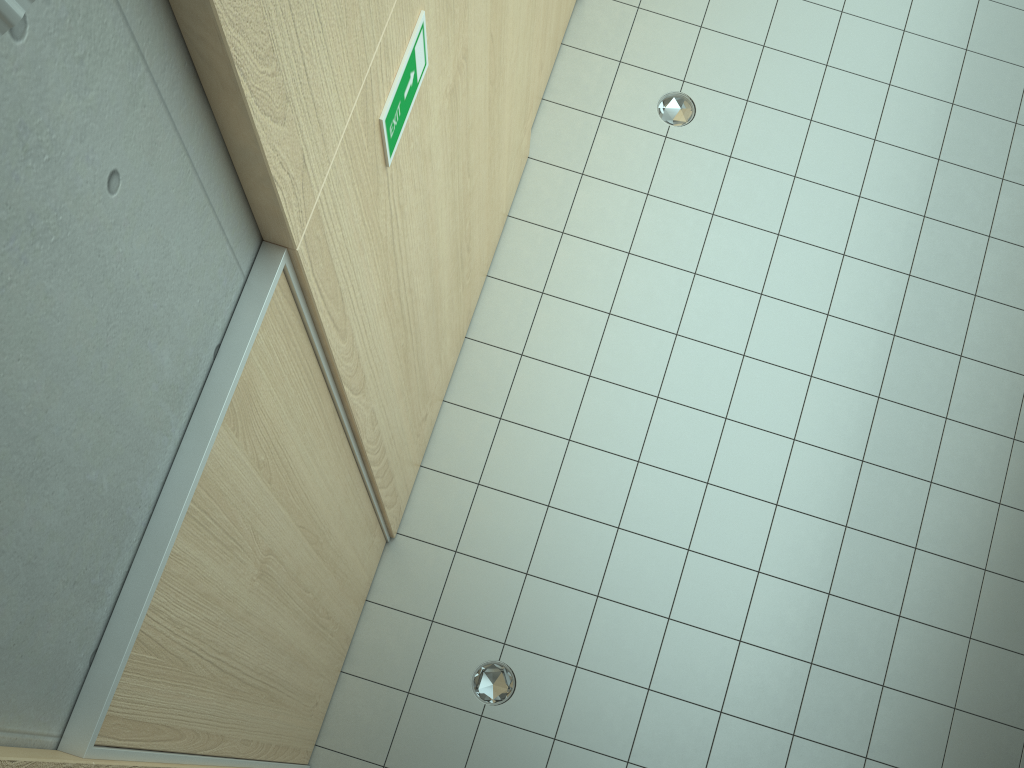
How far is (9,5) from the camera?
0.62m

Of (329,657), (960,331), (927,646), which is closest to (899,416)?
(960,331)

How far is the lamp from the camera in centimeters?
62cm

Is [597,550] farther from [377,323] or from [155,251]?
[155,251]

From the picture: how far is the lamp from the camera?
0.6 meters
